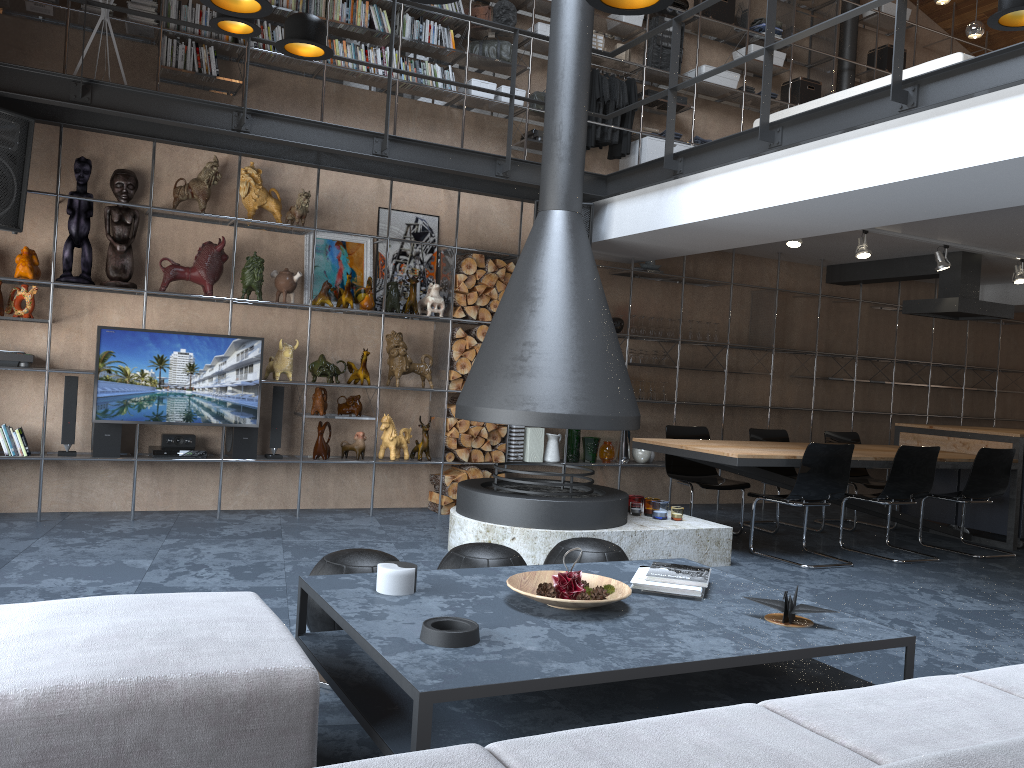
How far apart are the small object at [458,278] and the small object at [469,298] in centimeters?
13cm

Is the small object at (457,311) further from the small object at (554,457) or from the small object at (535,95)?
the small object at (535,95)

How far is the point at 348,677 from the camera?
2.57m

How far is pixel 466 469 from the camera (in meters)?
7.10

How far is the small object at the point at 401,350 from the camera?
6.9m

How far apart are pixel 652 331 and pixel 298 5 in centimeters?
395cm

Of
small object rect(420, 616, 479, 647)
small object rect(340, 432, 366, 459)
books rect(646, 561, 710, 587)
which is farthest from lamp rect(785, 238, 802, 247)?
small object rect(420, 616, 479, 647)

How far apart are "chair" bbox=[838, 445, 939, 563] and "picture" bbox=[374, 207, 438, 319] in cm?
371

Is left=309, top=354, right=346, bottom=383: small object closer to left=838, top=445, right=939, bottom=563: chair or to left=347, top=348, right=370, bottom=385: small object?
left=347, top=348, right=370, bottom=385: small object

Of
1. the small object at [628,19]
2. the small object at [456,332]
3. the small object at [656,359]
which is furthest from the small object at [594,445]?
the small object at [628,19]
